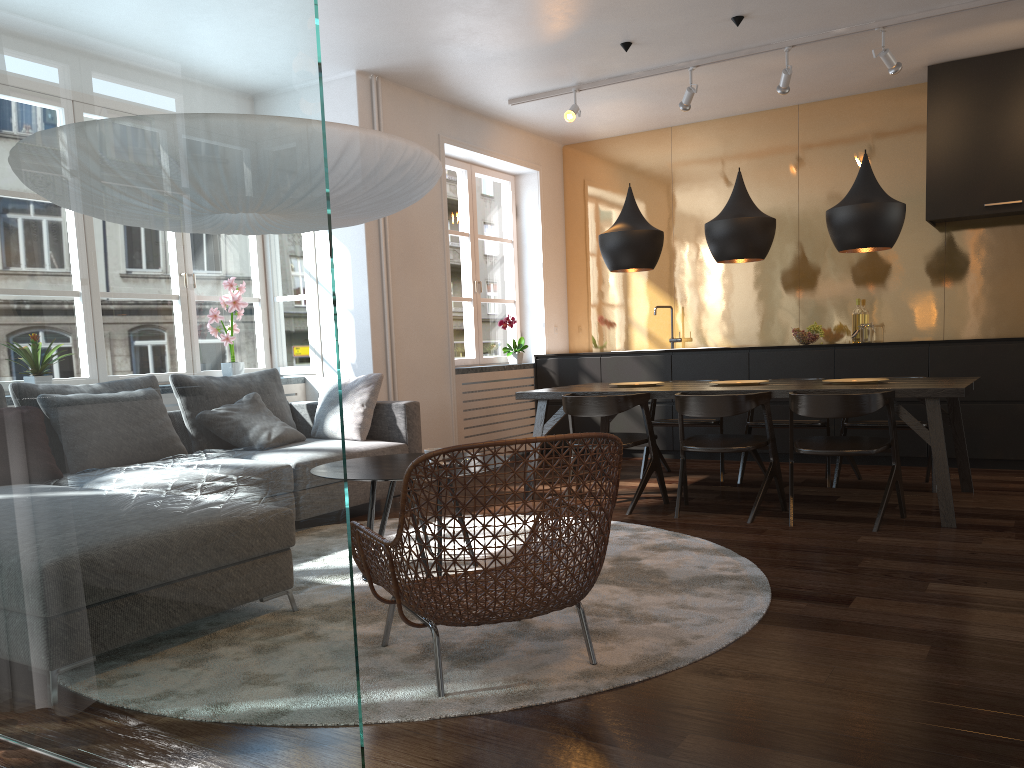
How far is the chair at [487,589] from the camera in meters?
2.3

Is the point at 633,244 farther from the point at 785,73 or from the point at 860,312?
the point at 860,312

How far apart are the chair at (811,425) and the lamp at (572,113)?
2.43m

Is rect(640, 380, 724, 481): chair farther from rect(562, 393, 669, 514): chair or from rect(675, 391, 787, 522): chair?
rect(675, 391, 787, 522): chair

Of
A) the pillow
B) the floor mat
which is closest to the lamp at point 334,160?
the floor mat

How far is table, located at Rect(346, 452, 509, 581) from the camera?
3.5m

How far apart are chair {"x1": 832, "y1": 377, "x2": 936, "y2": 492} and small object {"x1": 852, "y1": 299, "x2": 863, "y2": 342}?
1.6m

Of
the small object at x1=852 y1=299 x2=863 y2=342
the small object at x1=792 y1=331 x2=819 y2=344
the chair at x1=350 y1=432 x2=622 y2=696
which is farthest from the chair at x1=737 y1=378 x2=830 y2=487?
the chair at x1=350 y1=432 x2=622 y2=696

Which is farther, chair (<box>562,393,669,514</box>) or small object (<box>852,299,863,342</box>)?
small object (<box>852,299,863,342</box>)

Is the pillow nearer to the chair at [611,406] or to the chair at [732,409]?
the chair at [611,406]
